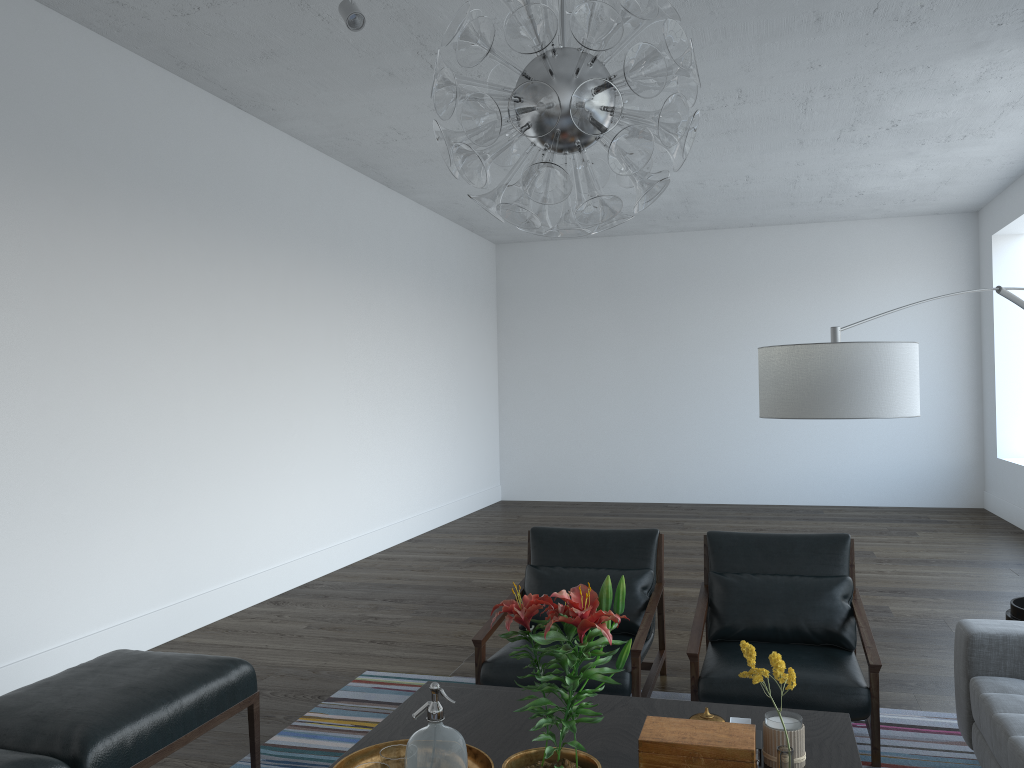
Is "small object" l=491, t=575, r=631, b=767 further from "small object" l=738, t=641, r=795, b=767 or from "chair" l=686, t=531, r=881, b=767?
"chair" l=686, t=531, r=881, b=767

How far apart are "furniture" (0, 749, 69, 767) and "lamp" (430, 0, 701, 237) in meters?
1.8

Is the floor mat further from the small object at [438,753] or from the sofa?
the small object at [438,753]

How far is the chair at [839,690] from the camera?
3.1 meters

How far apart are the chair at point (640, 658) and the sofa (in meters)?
1.08

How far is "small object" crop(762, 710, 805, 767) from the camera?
2.19m

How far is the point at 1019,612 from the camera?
3.21m

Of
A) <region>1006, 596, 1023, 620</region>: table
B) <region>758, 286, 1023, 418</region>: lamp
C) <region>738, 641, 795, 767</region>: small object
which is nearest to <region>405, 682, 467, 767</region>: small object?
<region>738, 641, 795, 767</region>: small object

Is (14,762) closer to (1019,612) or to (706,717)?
(706,717)

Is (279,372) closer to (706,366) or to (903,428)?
(706,366)
